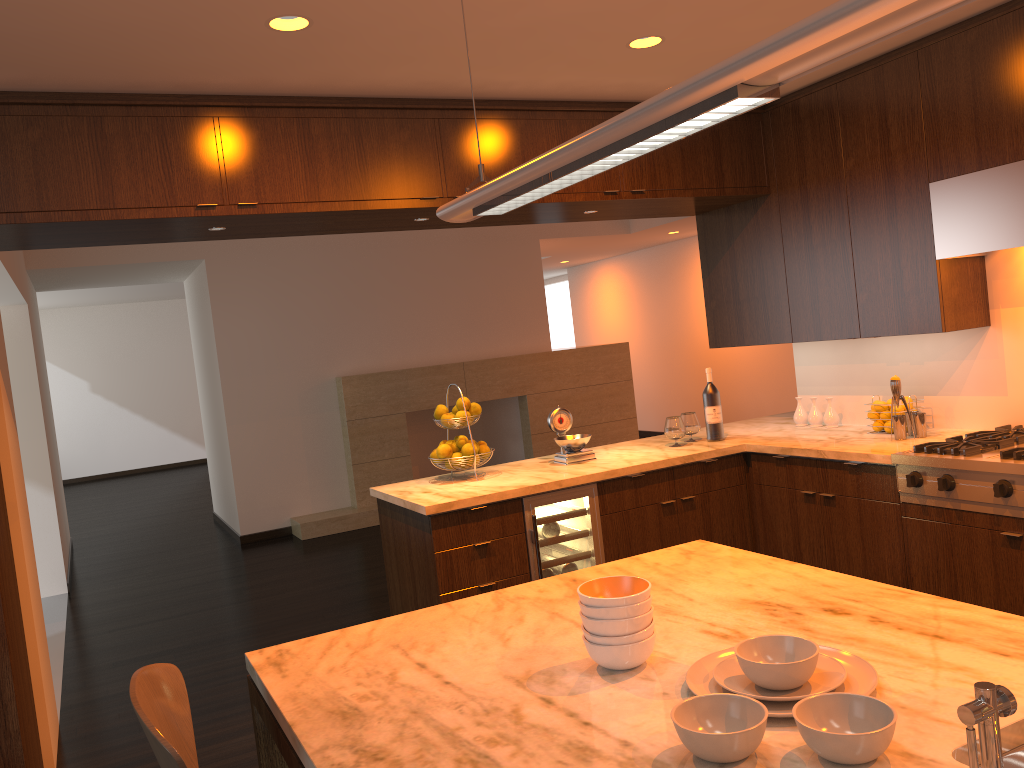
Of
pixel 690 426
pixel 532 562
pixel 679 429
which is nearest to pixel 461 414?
pixel 532 562

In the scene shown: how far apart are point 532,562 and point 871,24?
3.12m

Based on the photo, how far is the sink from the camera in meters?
1.3

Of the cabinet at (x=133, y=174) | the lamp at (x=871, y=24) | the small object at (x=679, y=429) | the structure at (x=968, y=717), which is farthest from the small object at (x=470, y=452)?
the structure at (x=968, y=717)

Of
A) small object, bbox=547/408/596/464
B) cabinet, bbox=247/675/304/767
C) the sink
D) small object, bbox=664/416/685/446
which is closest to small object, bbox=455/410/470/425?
small object, bbox=547/408/596/464

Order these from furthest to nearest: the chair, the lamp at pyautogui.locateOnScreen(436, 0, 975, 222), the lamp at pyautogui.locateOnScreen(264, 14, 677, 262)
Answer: the lamp at pyautogui.locateOnScreen(264, 14, 677, 262)
the chair
the lamp at pyautogui.locateOnScreen(436, 0, 975, 222)

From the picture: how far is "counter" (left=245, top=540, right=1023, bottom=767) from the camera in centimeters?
134cm

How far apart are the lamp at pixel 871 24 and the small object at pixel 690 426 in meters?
2.8

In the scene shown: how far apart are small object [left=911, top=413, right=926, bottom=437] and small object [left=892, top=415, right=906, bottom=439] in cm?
6

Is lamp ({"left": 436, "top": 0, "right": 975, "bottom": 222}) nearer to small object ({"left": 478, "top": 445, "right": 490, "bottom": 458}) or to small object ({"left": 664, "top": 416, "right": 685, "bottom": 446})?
small object ({"left": 478, "top": 445, "right": 490, "bottom": 458})
